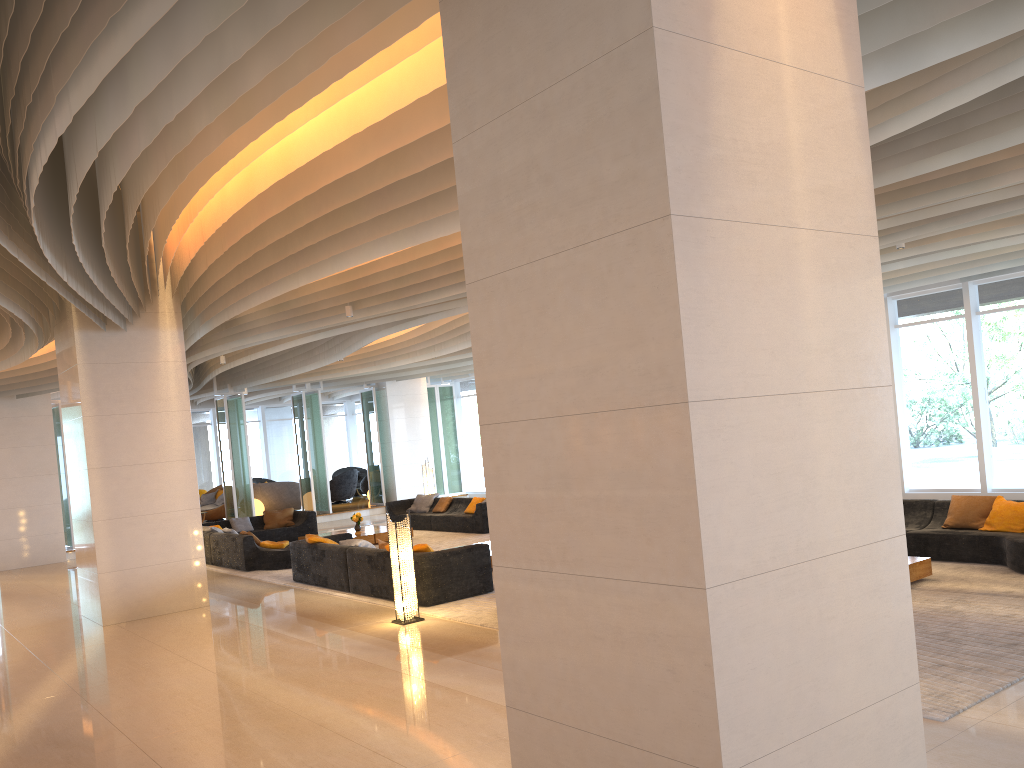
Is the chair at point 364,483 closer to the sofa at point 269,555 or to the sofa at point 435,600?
the sofa at point 269,555

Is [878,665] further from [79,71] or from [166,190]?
[166,190]

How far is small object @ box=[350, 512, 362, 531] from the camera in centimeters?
1690cm

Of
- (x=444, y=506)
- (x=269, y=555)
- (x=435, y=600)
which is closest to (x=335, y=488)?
(x=444, y=506)

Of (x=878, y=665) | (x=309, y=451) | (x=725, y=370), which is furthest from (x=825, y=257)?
(x=309, y=451)

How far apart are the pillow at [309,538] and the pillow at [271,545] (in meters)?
2.27

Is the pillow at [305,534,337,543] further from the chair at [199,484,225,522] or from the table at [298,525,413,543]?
the chair at [199,484,225,522]

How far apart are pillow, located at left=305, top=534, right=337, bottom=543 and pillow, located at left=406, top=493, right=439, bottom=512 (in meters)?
6.58

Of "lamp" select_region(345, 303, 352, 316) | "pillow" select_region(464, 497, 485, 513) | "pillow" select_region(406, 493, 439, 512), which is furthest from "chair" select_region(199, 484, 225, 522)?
"lamp" select_region(345, 303, 352, 316)

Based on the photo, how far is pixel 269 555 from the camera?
14.1 meters
